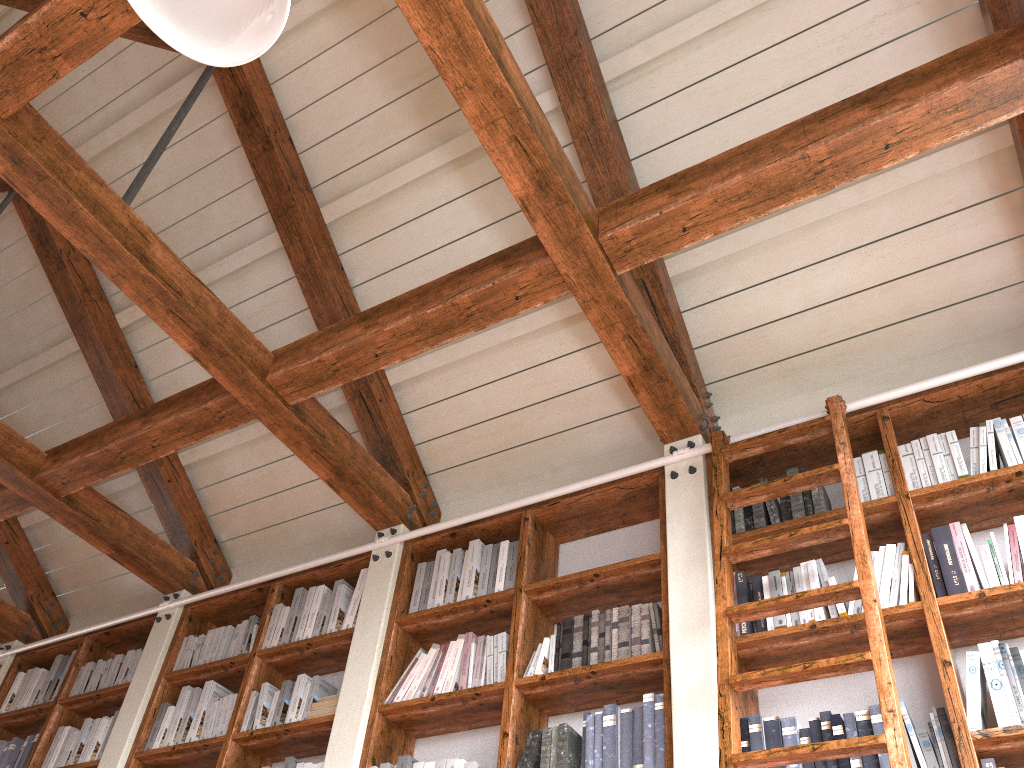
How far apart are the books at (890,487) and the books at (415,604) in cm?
201

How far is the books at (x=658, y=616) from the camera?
3.1 meters

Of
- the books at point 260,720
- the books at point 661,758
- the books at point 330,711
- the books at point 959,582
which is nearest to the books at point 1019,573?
the books at point 959,582

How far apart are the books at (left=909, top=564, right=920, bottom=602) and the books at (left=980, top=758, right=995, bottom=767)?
0.51m

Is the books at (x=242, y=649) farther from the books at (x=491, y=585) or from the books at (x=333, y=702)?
the books at (x=491, y=585)

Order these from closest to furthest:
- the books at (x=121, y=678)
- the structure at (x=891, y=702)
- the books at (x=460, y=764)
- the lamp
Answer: the lamp → the structure at (x=891, y=702) → the books at (x=460, y=764) → the books at (x=121, y=678)

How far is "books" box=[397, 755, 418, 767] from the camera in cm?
326

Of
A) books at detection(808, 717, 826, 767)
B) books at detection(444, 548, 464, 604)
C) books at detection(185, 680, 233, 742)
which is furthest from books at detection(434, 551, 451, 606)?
books at detection(808, 717, 826, 767)

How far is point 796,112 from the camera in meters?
3.6 m

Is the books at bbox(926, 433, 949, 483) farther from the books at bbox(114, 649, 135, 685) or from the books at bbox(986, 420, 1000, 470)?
the books at bbox(114, 649, 135, 685)
